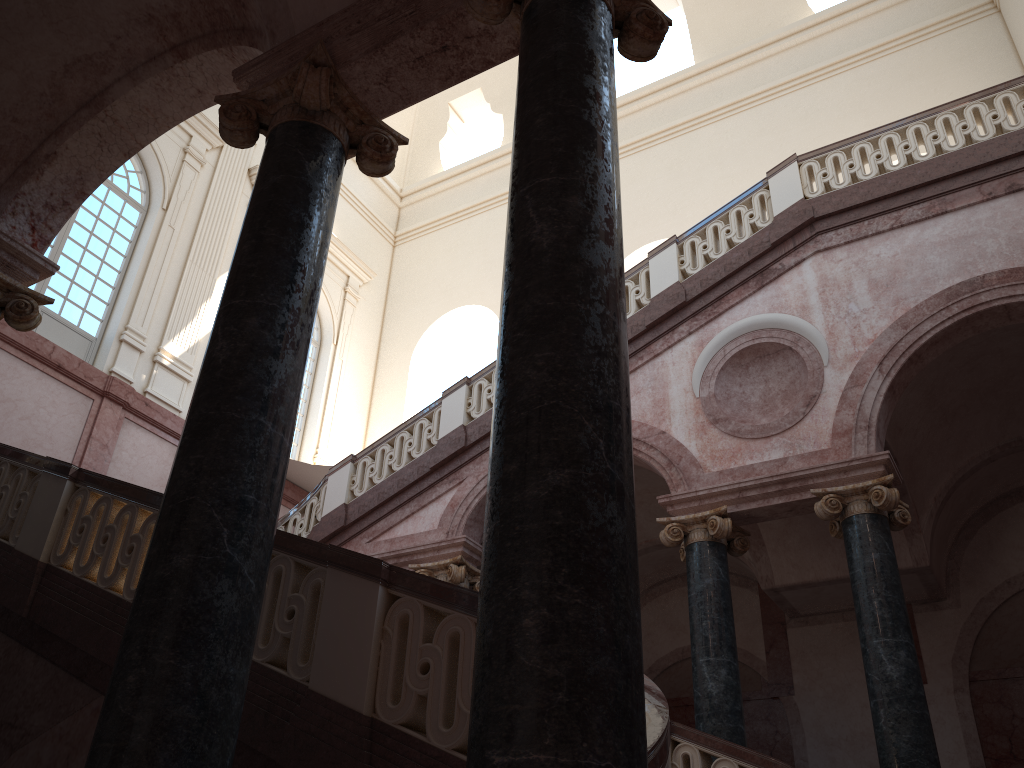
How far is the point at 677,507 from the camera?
8.6m

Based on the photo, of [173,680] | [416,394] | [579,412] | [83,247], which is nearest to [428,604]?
[173,680]

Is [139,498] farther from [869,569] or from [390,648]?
[869,569]

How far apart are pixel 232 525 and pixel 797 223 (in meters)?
7.70
